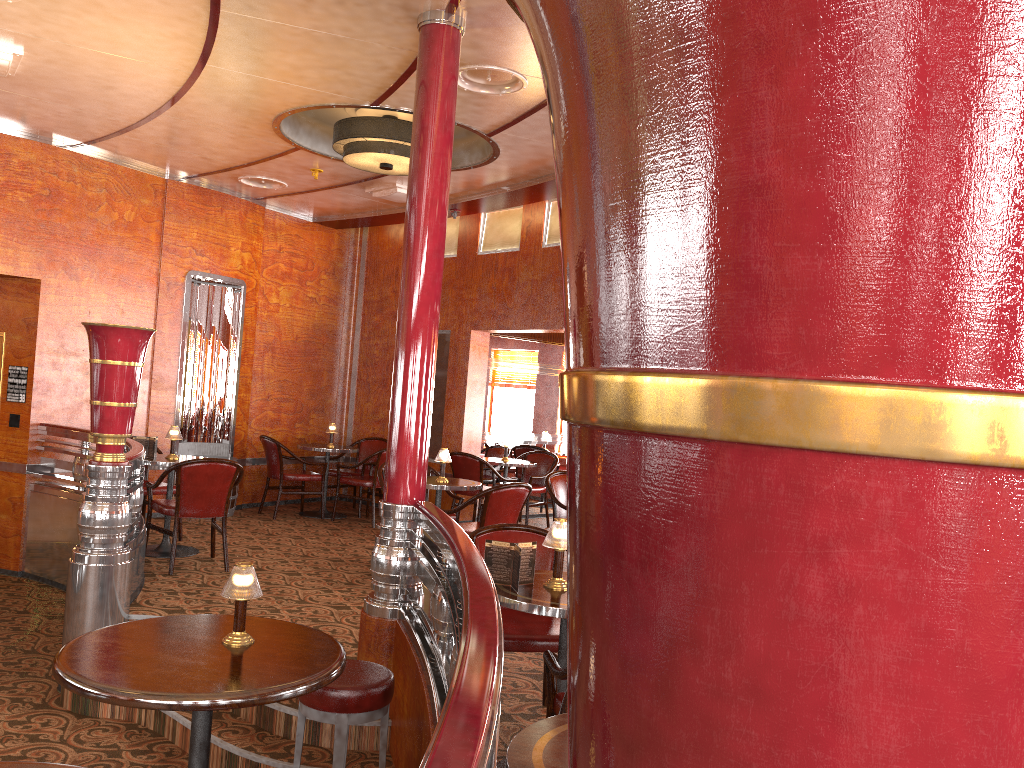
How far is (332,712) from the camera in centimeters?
306cm

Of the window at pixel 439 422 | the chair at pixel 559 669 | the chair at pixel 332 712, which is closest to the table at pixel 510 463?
the window at pixel 439 422

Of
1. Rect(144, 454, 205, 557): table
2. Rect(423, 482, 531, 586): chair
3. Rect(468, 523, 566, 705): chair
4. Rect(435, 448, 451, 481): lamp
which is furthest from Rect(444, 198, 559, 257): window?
Rect(468, 523, 566, 705): chair

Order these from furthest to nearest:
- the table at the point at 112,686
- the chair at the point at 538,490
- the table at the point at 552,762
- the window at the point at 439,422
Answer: the window at the point at 439,422, the chair at the point at 538,490, the table at the point at 112,686, the table at the point at 552,762

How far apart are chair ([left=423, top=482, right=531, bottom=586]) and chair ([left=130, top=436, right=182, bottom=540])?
2.6m

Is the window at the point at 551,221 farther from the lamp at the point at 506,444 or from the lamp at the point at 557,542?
the lamp at the point at 557,542

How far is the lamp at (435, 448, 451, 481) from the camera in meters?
6.6 m

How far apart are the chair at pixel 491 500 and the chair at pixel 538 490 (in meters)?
2.73

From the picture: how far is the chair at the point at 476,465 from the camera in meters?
8.6 m

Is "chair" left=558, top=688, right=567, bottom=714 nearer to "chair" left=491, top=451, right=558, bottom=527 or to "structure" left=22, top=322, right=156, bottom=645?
"structure" left=22, top=322, right=156, bottom=645
